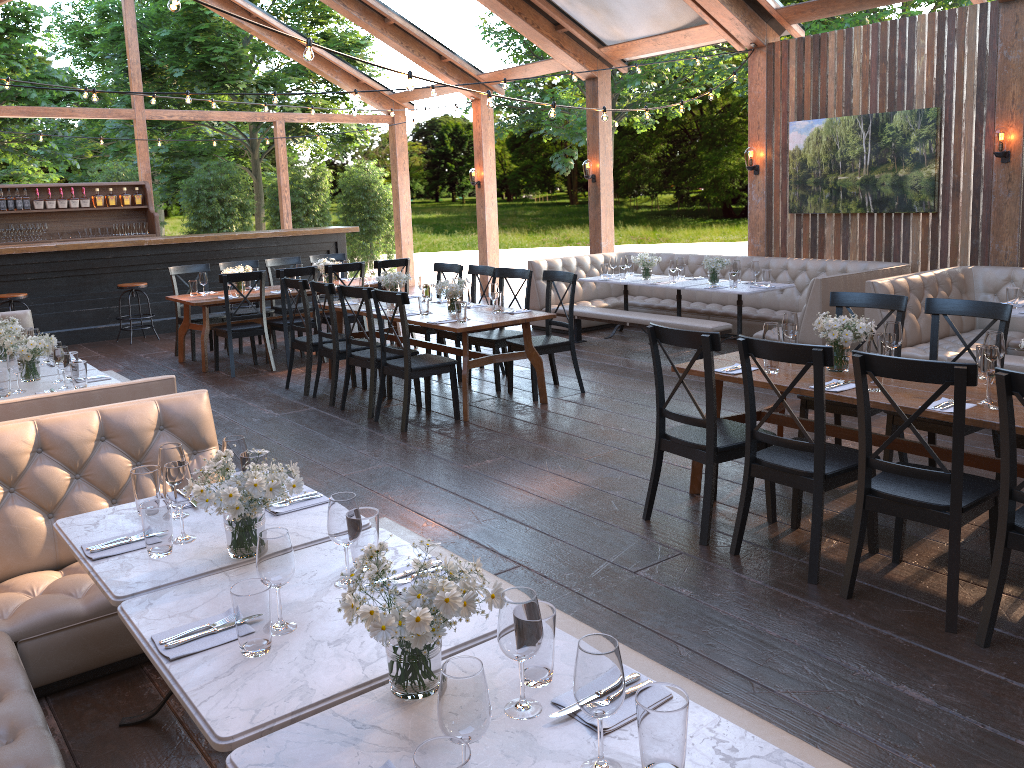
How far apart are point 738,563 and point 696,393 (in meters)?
3.38

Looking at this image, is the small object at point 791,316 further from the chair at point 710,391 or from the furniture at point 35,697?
the furniture at point 35,697

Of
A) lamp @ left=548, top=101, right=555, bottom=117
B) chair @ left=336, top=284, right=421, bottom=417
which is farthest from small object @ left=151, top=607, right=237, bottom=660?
lamp @ left=548, top=101, right=555, bottom=117

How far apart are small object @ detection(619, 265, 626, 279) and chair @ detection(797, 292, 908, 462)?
4.6 meters

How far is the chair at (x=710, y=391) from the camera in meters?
4.2

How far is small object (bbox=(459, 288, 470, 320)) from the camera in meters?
6.8

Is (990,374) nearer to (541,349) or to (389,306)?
(541,349)

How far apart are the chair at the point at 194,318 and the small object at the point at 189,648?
8.0 meters

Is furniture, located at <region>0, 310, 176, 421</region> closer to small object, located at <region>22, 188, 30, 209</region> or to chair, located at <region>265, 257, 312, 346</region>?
chair, located at <region>265, 257, 312, 346</region>

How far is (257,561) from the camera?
2.12m
